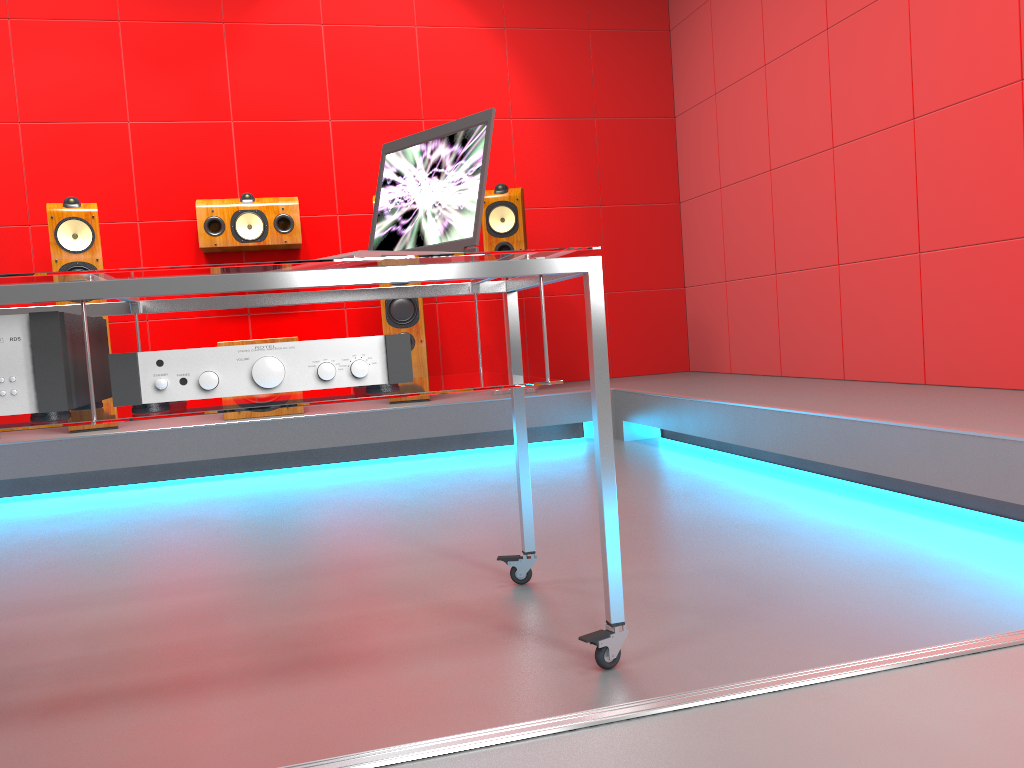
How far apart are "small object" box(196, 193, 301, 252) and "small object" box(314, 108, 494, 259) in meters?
2.8

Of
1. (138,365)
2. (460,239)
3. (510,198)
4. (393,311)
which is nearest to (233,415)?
(393,311)

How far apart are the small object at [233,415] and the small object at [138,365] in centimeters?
281cm

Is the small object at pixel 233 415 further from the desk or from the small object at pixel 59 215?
the desk

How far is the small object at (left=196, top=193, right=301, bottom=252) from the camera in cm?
437

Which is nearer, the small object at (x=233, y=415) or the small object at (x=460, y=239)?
the small object at (x=460, y=239)

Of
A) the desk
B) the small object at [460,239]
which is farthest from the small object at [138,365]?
the small object at [460,239]

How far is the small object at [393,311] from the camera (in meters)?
4.32

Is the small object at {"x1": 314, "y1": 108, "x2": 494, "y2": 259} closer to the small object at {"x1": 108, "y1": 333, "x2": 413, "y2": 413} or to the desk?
the desk

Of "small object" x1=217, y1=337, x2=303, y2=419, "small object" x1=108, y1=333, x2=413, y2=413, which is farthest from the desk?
"small object" x1=217, y1=337, x2=303, y2=419
